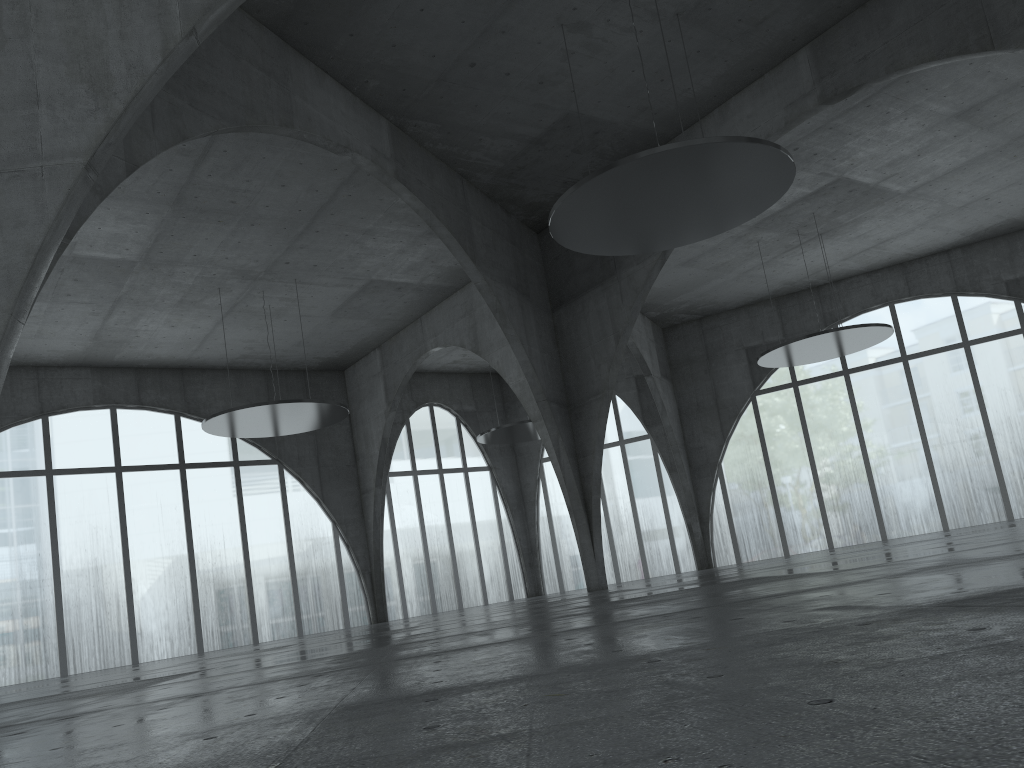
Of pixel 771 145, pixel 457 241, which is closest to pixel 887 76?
pixel 771 145
